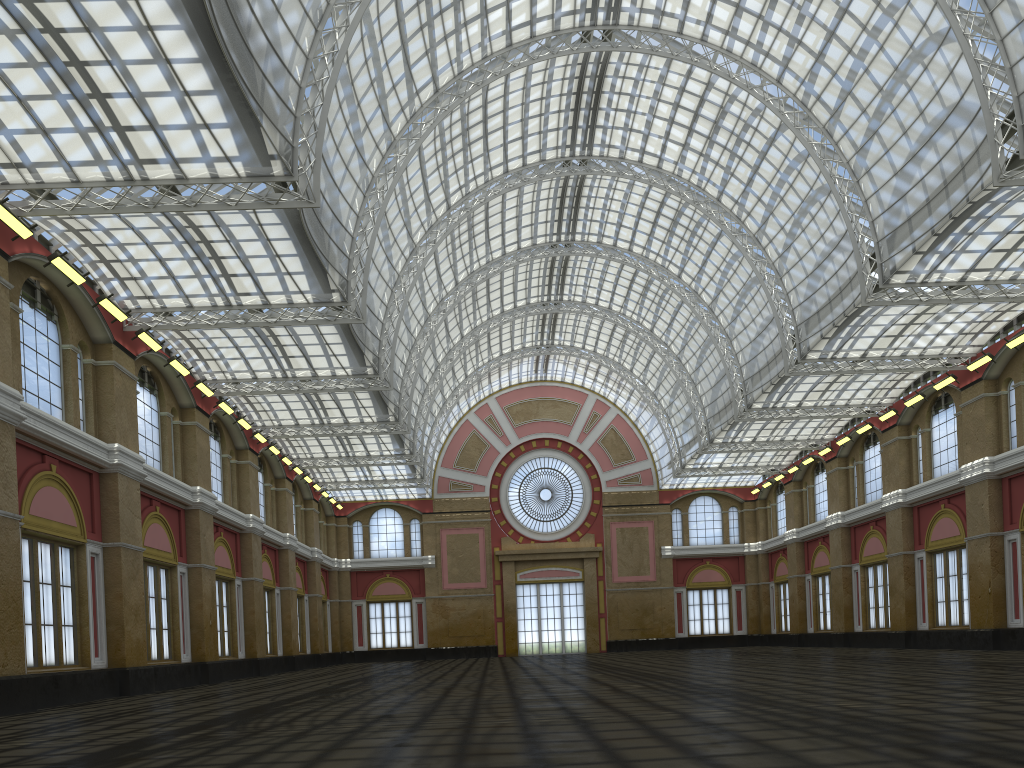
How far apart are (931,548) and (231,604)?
39.6m

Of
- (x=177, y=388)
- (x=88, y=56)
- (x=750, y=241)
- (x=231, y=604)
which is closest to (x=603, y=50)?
(x=750, y=241)

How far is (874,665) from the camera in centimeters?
3033cm
